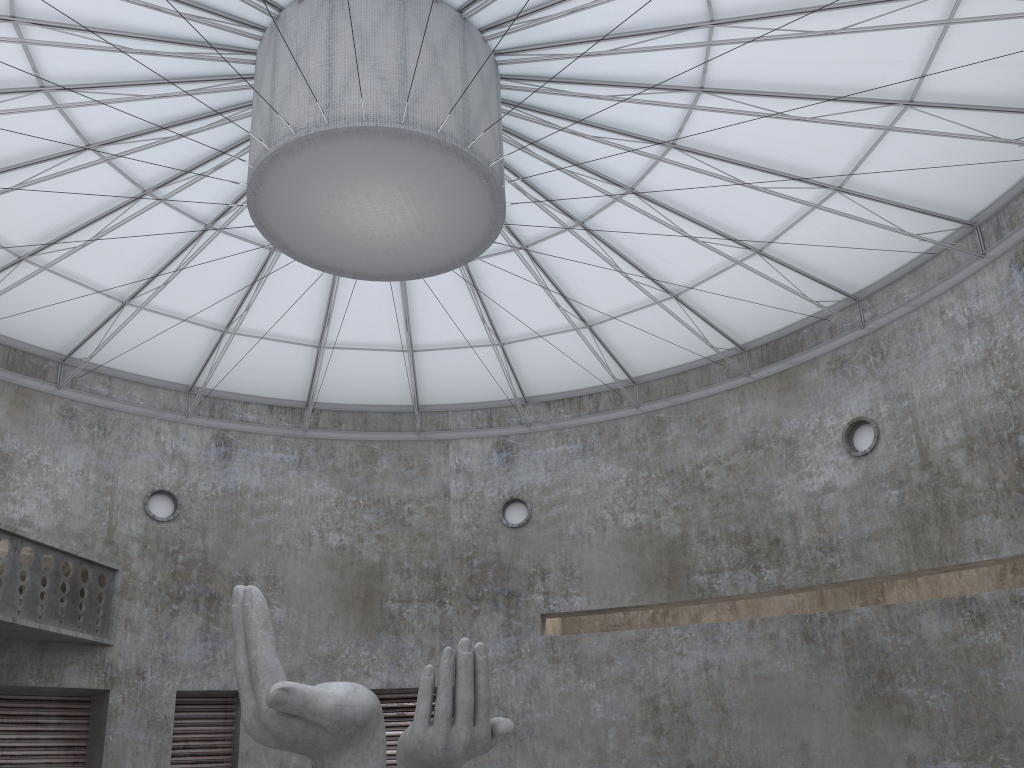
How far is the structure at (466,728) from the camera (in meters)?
17.57

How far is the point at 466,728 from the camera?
17.6m

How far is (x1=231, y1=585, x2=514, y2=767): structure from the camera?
17.6 meters
